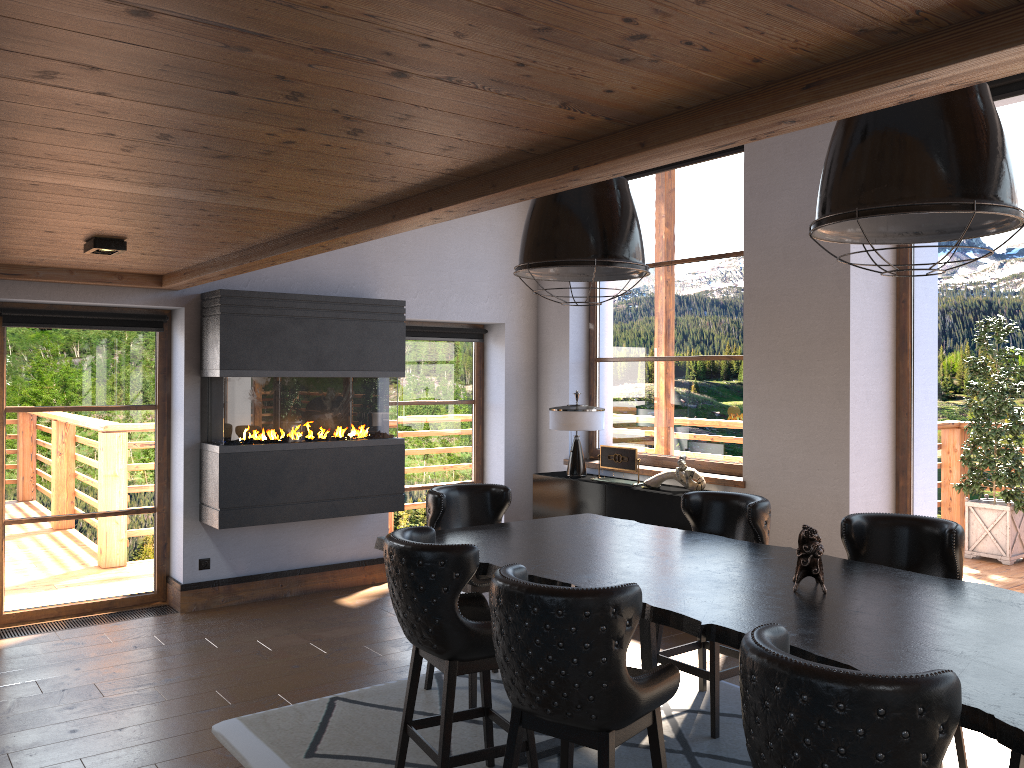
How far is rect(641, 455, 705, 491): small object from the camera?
6.46m

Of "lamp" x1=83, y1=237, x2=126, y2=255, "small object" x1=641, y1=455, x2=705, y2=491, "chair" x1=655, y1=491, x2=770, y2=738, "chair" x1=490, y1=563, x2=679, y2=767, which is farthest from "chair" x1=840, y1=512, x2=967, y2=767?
"lamp" x1=83, y1=237, x2=126, y2=255

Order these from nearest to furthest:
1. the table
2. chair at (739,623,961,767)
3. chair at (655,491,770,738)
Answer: chair at (739,623,961,767)
the table
chair at (655,491,770,738)

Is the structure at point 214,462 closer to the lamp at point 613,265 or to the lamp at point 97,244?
the lamp at point 97,244

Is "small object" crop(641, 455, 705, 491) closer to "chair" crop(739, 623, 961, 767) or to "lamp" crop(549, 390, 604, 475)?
"lamp" crop(549, 390, 604, 475)

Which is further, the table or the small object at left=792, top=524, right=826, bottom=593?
the small object at left=792, top=524, right=826, bottom=593

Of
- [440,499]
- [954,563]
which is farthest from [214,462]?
[954,563]

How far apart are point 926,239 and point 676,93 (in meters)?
1.35

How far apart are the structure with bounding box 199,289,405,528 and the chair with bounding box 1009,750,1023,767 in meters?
4.7

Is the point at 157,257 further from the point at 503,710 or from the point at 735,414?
the point at 735,414
